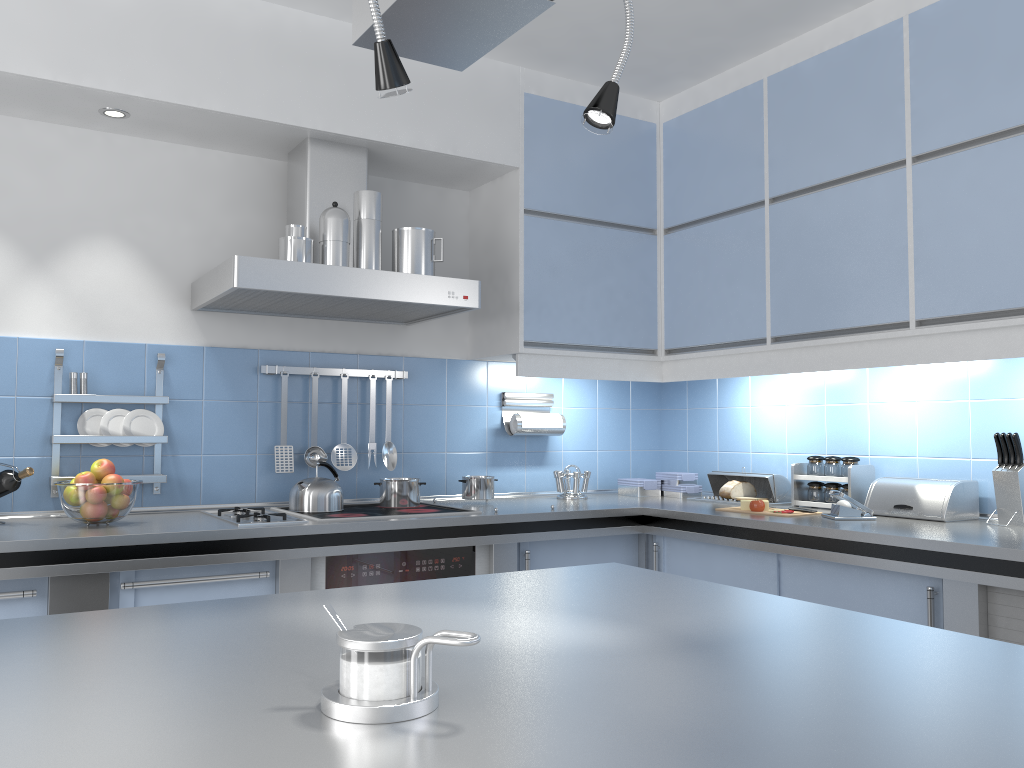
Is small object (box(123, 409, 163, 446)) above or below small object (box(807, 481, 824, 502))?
above

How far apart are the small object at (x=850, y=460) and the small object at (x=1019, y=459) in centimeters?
61cm

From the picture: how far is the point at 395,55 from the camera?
Answer: 1.2 meters

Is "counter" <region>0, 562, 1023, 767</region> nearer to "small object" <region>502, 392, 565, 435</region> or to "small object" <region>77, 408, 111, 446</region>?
"small object" <region>77, 408, 111, 446</region>

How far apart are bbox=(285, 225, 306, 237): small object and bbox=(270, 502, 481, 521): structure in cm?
93

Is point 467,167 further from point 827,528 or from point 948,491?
point 948,491

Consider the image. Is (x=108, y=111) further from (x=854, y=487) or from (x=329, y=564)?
(x=854, y=487)

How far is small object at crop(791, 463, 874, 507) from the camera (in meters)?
3.24

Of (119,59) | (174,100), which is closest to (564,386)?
(174,100)

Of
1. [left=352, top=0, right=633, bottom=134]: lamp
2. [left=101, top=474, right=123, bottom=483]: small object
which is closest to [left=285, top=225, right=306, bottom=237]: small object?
[left=101, top=474, right=123, bottom=483]: small object
